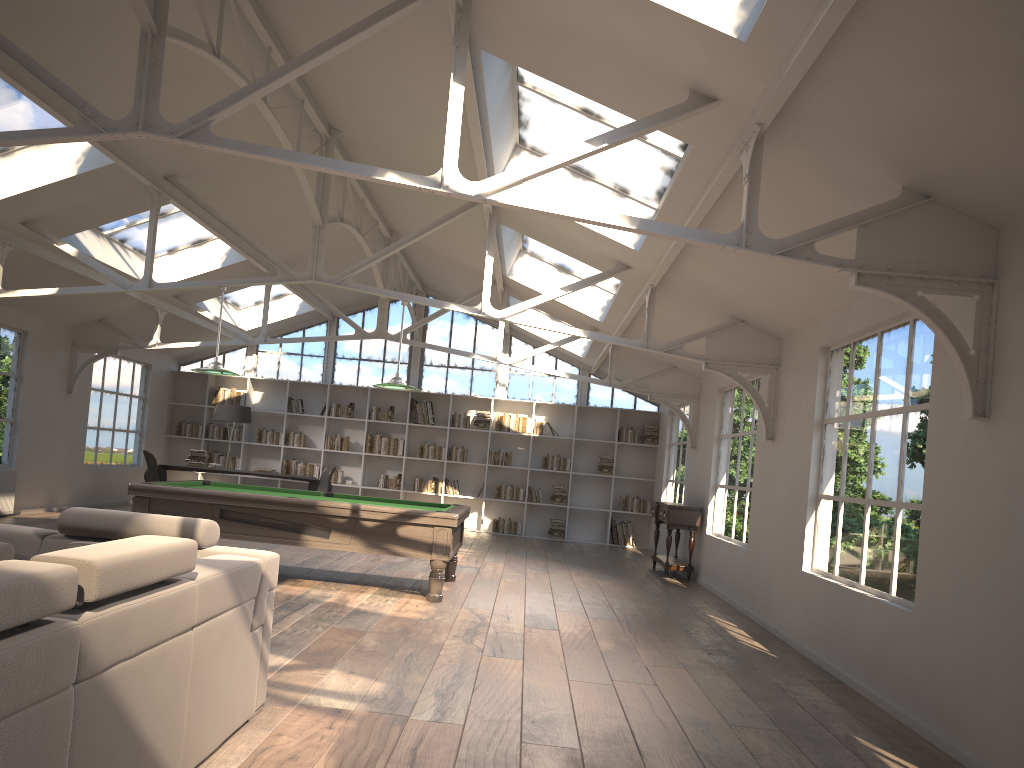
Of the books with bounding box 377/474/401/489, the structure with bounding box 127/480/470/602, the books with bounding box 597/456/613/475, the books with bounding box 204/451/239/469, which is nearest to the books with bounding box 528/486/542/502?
the books with bounding box 597/456/613/475

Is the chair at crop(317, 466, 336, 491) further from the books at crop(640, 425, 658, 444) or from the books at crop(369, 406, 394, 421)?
the books at crop(640, 425, 658, 444)

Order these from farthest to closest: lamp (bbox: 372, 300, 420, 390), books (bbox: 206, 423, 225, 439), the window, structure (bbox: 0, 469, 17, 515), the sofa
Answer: the window → books (bbox: 206, 423, 225, 439) → structure (bbox: 0, 469, 17, 515) → lamp (bbox: 372, 300, 420, 390) → the sofa

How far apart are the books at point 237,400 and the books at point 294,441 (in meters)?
1.01

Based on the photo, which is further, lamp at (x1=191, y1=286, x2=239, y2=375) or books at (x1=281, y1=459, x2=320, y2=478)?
books at (x1=281, y1=459, x2=320, y2=478)

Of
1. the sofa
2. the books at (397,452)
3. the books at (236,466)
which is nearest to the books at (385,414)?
the books at (397,452)

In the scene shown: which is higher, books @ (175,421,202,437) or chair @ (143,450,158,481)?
books @ (175,421,202,437)

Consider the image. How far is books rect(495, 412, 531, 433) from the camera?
15.2m

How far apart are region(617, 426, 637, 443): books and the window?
0.57m

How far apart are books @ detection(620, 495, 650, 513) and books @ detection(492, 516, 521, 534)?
1.8m
